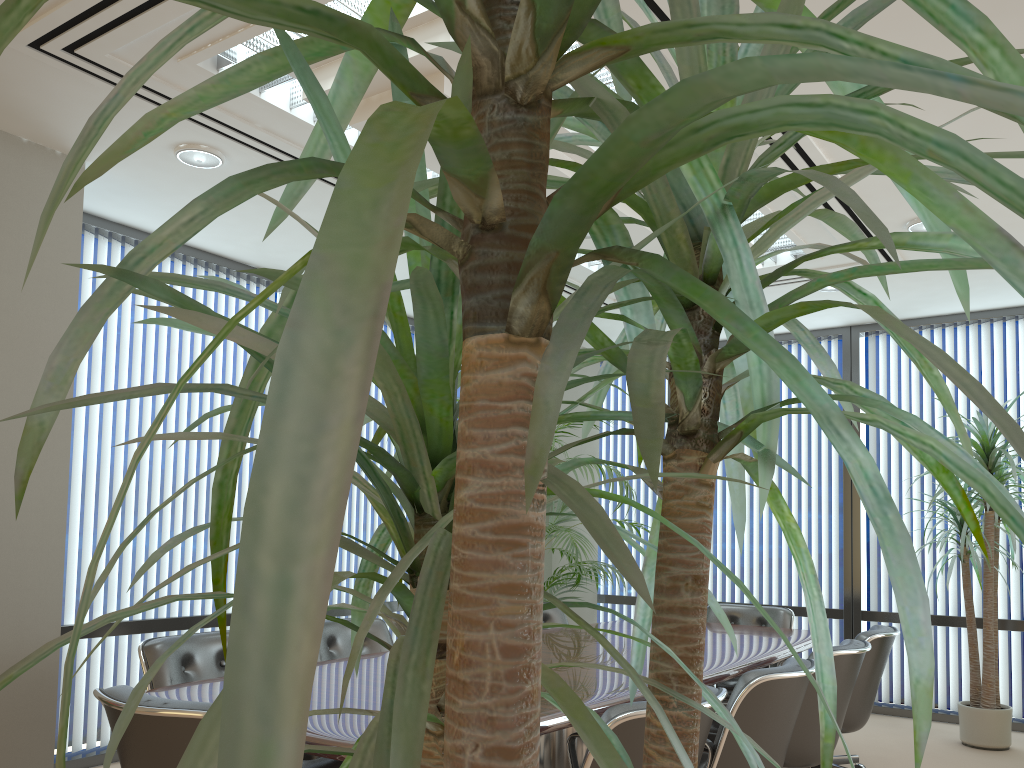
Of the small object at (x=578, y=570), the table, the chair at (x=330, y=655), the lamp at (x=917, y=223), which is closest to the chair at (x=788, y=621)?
the table

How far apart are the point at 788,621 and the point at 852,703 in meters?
1.4

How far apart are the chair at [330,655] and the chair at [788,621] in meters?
2.1

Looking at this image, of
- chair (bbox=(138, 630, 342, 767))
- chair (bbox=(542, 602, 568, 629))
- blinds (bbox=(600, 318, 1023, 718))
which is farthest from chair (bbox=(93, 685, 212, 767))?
blinds (bbox=(600, 318, 1023, 718))

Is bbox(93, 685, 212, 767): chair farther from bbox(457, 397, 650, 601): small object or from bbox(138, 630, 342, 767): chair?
bbox(457, 397, 650, 601): small object

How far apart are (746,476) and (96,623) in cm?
746

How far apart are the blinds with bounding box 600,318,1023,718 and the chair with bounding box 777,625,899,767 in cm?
210

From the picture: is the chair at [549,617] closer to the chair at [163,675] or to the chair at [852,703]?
the chair at [852,703]

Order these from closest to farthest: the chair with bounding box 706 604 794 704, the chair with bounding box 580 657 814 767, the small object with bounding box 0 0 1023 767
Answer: the small object with bounding box 0 0 1023 767 < the chair with bounding box 580 657 814 767 < the chair with bounding box 706 604 794 704

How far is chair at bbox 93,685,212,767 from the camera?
2.19m
